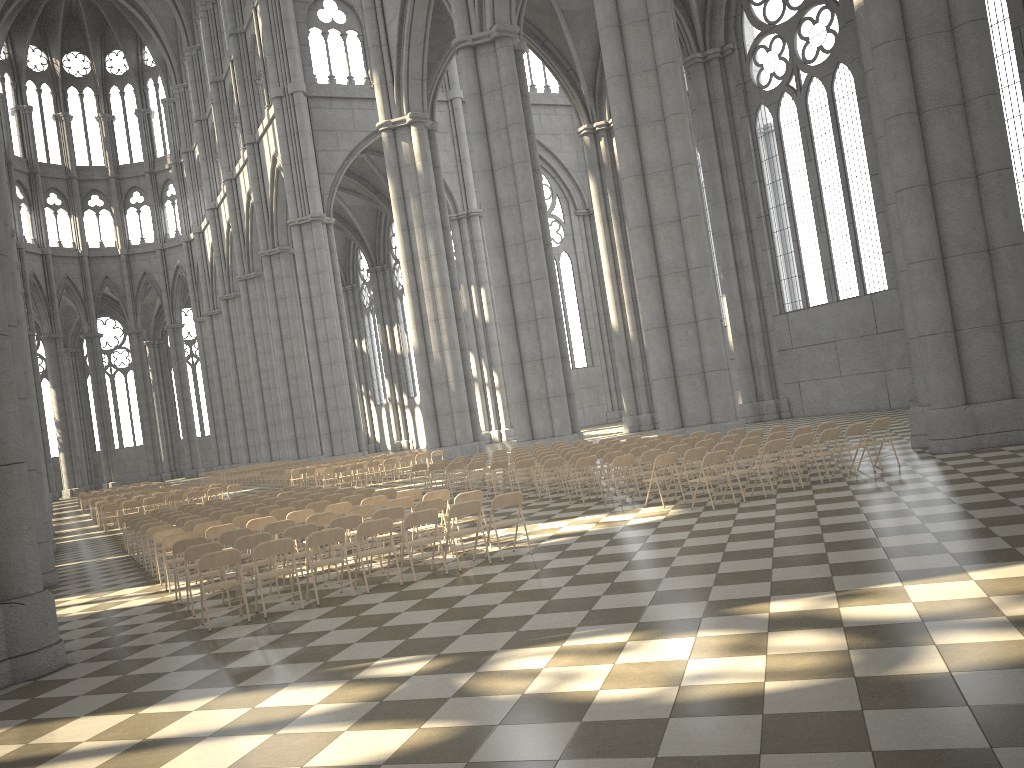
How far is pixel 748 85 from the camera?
32.93m

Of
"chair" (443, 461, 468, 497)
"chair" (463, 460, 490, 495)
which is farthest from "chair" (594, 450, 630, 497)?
"chair" (443, 461, 468, 497)

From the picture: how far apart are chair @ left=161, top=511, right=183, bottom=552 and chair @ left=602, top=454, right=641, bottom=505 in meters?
9.3 m

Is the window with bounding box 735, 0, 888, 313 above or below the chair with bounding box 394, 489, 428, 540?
above

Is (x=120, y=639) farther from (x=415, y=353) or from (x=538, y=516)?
(x=415, y=353)

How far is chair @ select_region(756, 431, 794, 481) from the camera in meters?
14.8

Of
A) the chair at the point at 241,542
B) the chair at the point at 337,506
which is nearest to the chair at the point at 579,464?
the chair at the point at 337,506

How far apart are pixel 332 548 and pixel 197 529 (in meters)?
3.61

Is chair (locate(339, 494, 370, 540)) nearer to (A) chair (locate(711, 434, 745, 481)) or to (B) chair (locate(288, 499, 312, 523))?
(B) chair (locate(288, 499, 312, 523))

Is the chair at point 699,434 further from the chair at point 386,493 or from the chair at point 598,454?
the chair at point 386,493
